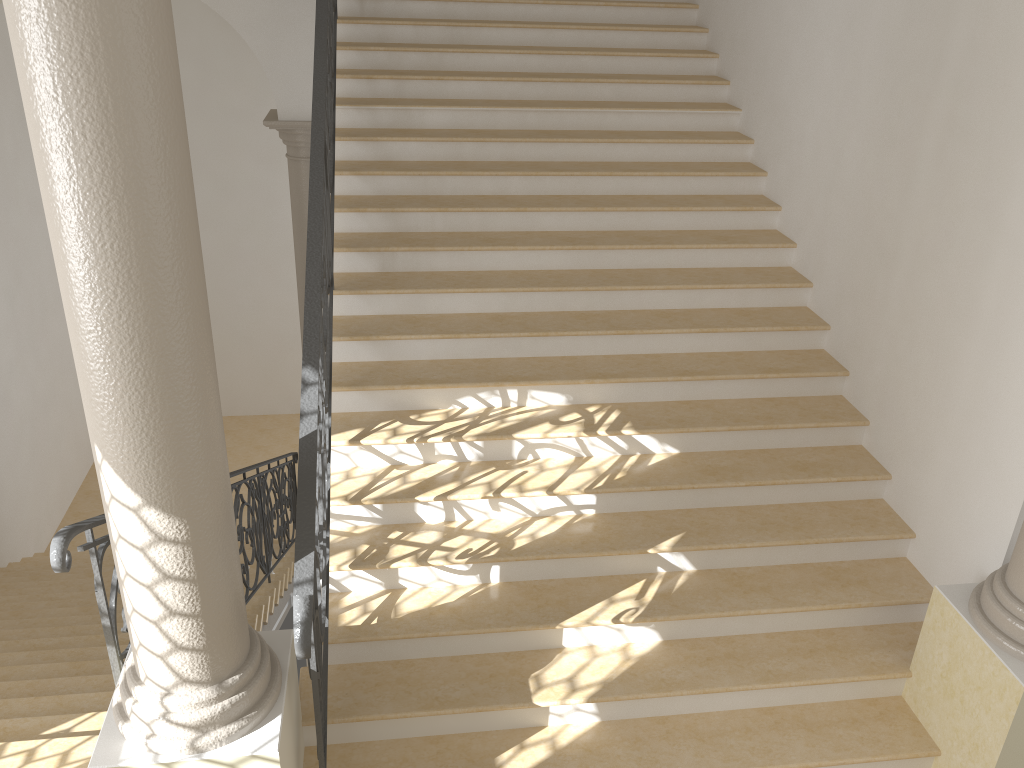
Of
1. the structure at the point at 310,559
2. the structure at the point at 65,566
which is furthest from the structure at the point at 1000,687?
the structure at the point at 65,566

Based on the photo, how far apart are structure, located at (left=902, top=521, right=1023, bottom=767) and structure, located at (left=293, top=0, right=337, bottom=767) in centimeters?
260cm

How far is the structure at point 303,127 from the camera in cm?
810

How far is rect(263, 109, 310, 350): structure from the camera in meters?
8.1

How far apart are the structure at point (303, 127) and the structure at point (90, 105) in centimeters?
577cm

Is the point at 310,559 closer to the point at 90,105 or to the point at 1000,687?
the point at 90,105

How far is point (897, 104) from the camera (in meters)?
4.50

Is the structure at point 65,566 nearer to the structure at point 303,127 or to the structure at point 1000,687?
the structure at point 303,127

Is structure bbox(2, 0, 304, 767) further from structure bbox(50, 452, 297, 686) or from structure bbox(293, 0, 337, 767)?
structure bbox(50, 452, 297, 686)

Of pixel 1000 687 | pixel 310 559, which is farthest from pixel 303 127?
pixel 1000 687
